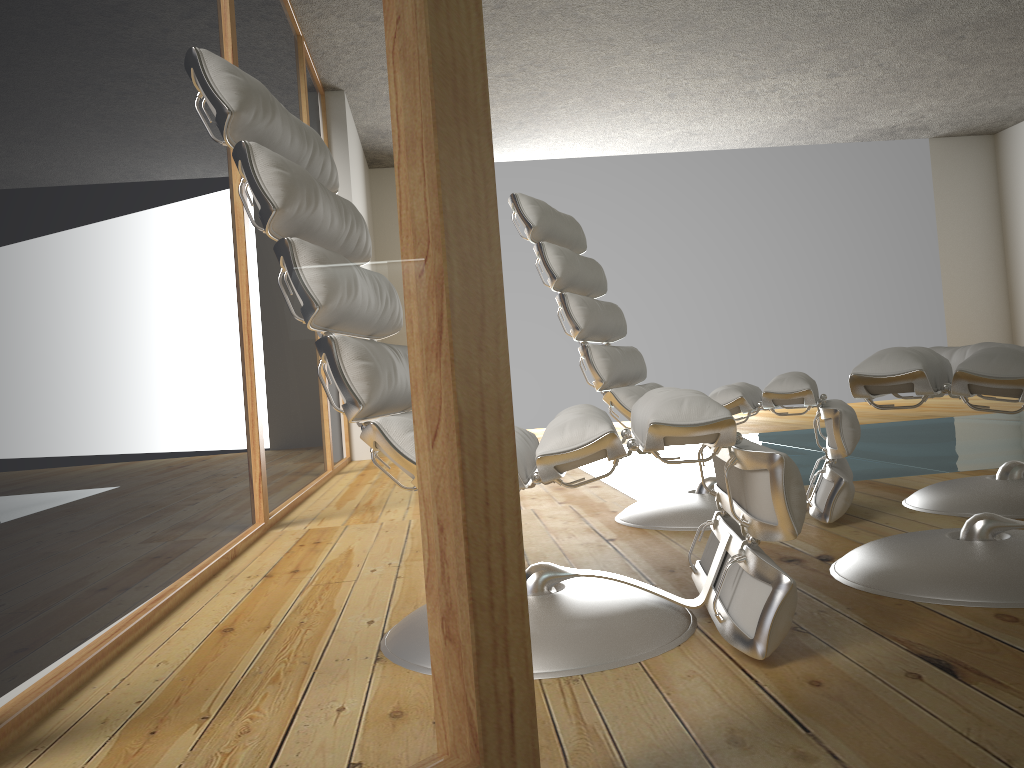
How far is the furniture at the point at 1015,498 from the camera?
2.2m

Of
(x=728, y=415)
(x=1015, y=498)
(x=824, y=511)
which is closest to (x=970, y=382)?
(x=728, y=415)

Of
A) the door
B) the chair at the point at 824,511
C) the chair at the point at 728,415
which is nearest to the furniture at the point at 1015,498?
the chair at the point at 824,511

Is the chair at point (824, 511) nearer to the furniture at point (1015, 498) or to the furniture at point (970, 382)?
the furniture at point (1015, 498)

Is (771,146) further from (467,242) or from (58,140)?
(58,140)

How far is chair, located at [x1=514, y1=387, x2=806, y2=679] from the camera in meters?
1.3 m

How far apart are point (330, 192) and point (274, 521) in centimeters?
27cm

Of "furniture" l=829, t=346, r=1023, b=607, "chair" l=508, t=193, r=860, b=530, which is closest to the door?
"furniture" l=829, t=346, r=1023, b=607

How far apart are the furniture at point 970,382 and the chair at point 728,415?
0.24m

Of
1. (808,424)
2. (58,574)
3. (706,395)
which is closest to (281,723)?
(58,574)
